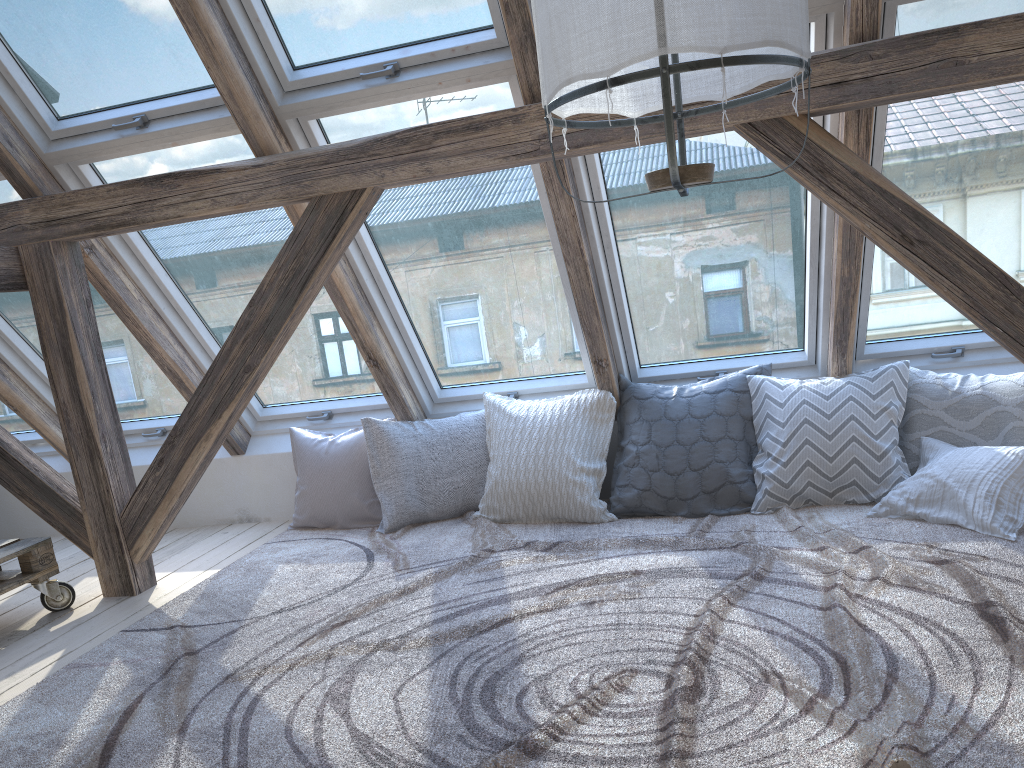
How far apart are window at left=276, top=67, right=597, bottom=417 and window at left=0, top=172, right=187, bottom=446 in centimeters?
125cm

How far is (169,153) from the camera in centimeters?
328cm

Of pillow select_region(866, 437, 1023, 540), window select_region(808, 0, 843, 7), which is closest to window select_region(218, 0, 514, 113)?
window select_region(808, 0, 843, 7)

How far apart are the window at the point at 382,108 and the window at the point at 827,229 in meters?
0.2

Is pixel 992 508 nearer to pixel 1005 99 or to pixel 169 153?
pixel 1005 99

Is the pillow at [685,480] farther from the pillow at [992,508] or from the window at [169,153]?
the window at [169,153]

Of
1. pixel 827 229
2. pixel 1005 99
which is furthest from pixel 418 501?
pixel 1005 99

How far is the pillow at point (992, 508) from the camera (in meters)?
2.78

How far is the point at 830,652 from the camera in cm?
208

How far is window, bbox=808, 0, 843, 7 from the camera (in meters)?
2.57
